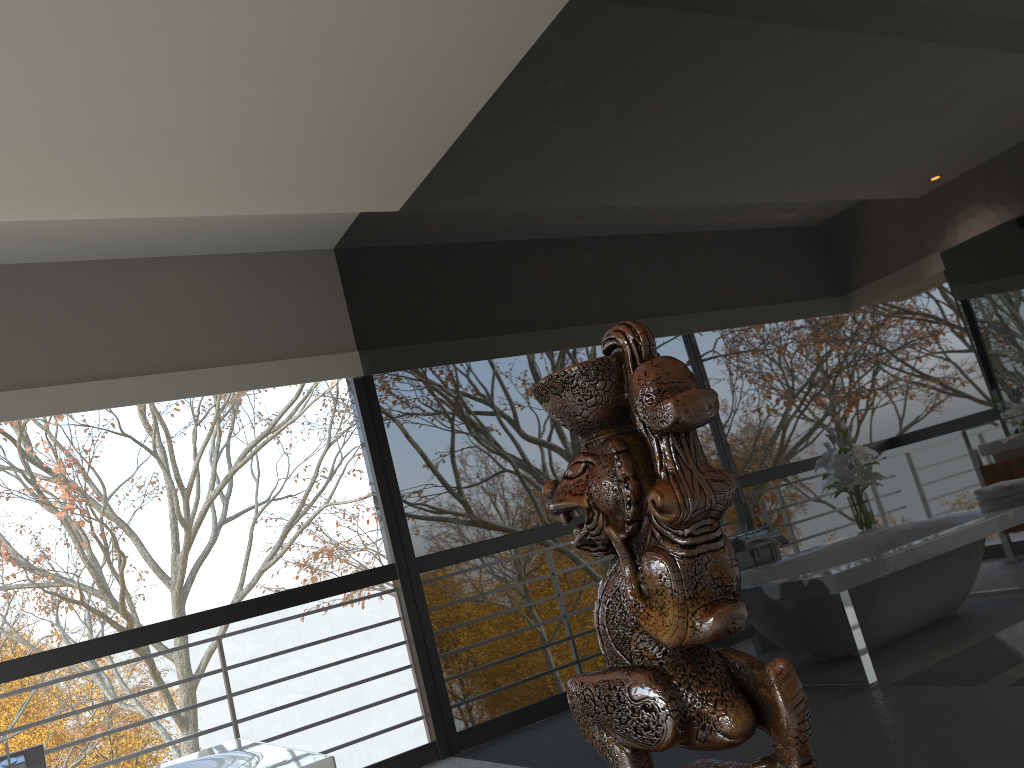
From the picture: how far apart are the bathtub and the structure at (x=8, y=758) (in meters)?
0.48

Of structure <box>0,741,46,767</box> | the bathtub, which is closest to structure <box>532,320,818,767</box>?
the bathtub

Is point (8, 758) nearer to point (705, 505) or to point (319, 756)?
point (319, 756)

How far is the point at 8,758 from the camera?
3.4 meters

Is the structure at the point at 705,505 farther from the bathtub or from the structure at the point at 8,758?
the structure at the point at 8,758

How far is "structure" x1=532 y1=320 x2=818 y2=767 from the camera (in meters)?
0.53

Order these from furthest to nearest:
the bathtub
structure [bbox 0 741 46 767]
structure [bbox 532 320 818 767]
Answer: structure [bbox 0 741 46 767] < the bathtub < structure [bbox 532 320 818 767]

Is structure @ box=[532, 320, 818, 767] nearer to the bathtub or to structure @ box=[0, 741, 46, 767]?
the bathtub

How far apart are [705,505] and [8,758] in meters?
3.8

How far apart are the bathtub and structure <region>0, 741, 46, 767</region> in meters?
0.5
